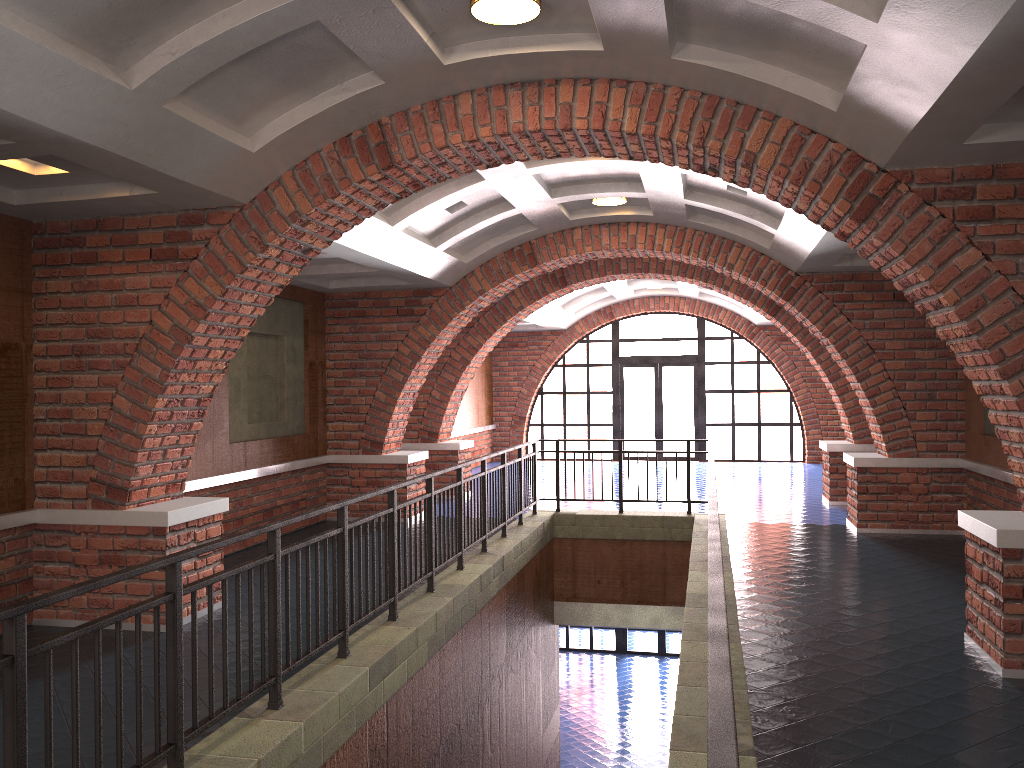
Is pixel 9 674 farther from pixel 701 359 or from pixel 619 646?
pixel 619 646

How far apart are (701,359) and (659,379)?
1.04m

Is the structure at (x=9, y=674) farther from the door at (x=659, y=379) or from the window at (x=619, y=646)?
the window at (x=619, y=646)

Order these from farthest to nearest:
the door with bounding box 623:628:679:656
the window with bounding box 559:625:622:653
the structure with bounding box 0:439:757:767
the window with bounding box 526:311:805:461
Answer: the window with bounding box 559:625:622:653, the door with bounding box 623:628:679:656, the window with bounding box 526:311:805:461, the structure with bounding box 0:439:757:767

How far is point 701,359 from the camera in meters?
20.0

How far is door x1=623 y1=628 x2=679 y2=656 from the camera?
20.16m

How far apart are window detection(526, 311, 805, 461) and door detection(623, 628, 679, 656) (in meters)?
4.10

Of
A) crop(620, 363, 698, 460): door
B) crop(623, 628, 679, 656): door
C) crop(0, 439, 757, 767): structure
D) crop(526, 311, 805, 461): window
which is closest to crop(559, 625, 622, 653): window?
crop(623, 628, 679, 656): door

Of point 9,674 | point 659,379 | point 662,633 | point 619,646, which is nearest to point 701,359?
point 659,379

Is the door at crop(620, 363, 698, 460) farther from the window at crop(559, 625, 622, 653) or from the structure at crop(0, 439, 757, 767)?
the structure at crop(0, 439, 757, 767)
